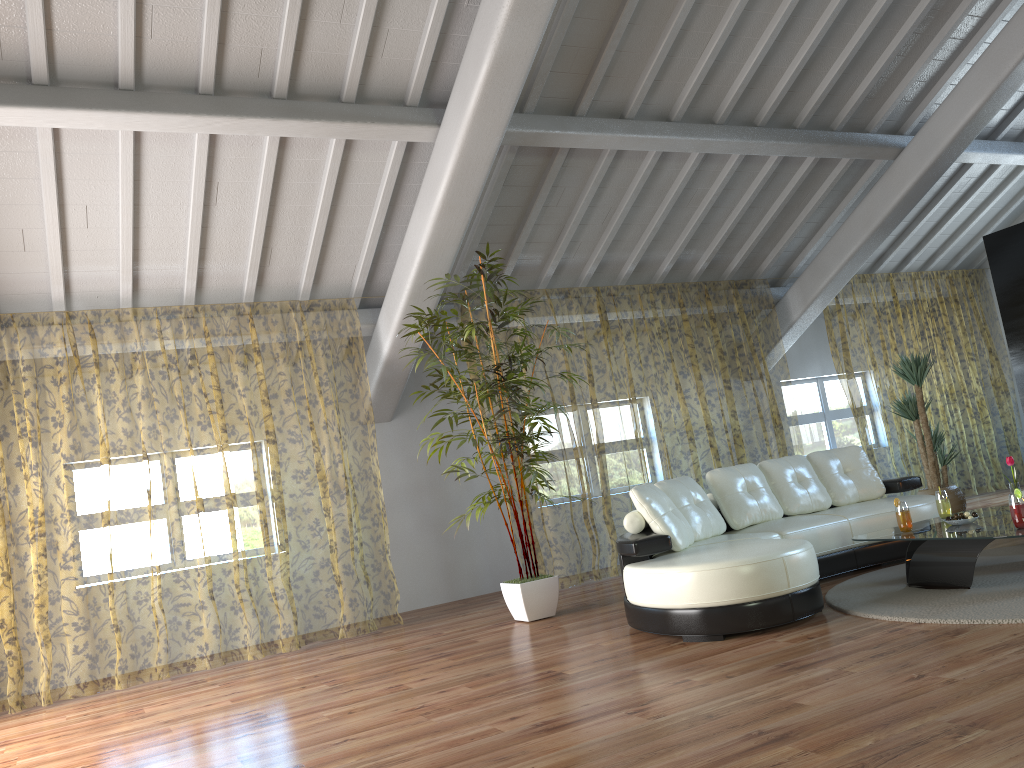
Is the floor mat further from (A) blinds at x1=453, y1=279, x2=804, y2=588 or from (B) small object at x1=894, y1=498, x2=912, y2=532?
(A) blinds at x1=453, y1=279, x2=804, y2=588

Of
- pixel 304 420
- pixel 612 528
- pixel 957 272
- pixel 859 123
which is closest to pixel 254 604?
pixel 304 420

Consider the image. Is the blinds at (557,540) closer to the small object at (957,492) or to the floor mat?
the small object at (957,492)

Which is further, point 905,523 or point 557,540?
point 557,540

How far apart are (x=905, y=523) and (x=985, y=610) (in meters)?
0.93

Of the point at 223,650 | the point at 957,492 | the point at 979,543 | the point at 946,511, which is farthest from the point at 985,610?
the point at 223,650

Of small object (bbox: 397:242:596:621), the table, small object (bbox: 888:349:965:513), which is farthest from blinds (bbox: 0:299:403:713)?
small object (bbox: 888:349:965:513)

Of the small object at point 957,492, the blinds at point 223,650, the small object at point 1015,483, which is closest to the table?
the small object at point 1015,483

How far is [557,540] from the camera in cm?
1190

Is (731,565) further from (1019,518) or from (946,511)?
(946,511)
